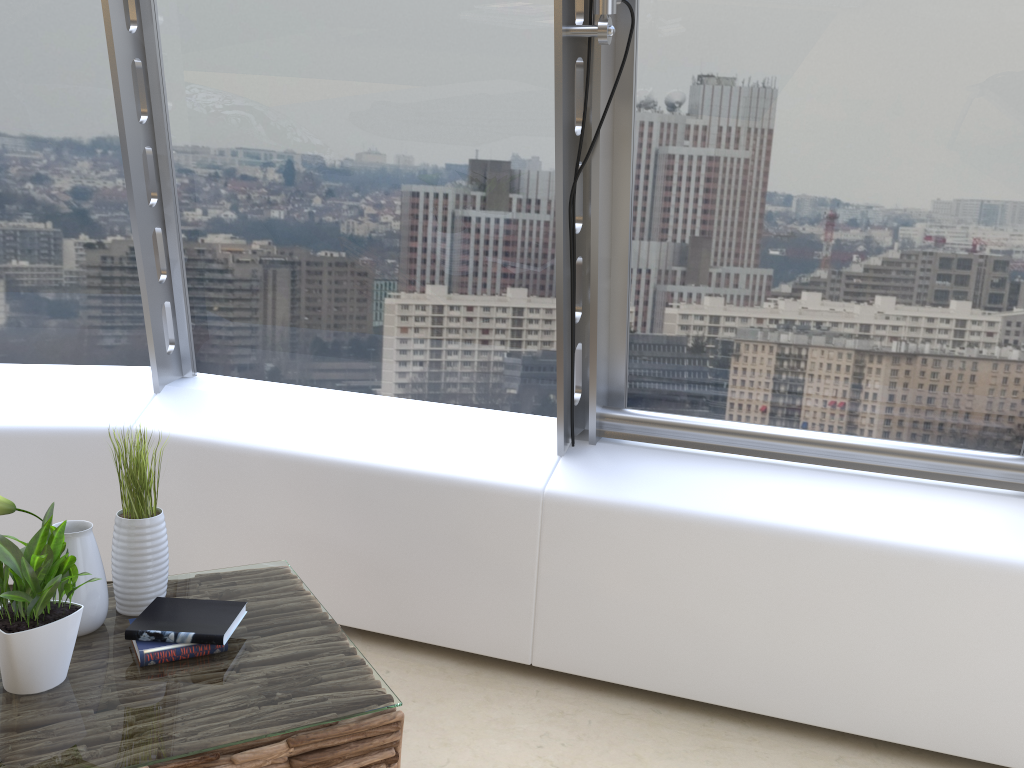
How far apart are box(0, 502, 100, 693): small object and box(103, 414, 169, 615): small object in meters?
0.3

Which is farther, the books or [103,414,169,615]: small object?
[103,414,169,615]: small object

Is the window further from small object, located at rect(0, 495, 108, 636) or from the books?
small object, located at rect(0, 495, 108, 636)

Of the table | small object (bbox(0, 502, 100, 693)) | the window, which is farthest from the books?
the window

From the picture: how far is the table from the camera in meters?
1.7 m

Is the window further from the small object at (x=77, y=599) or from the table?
the small object at (x=77, y=599)

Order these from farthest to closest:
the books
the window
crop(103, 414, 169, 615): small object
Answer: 1. the window
2. crop(103, 414, 169, 615): small object
3. the books

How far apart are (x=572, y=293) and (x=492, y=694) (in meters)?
1.26

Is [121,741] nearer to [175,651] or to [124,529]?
[175,651]

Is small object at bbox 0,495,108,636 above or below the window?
below
